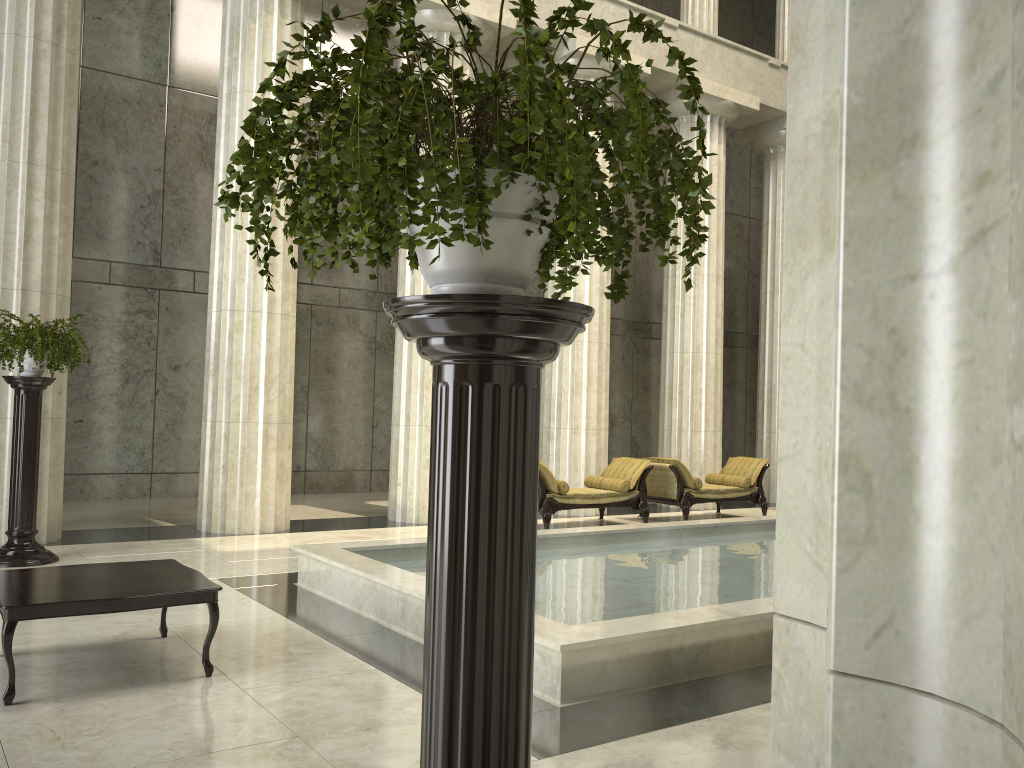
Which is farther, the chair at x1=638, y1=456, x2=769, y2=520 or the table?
the chair at x1=638, y1=456, x2=769, y2=520

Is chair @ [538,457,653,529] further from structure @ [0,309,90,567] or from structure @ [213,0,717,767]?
structure @ [213,0,717,767]

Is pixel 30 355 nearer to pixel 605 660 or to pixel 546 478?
pixel 546 478

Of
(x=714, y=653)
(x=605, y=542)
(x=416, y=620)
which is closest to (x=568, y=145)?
(x=714, y=653)

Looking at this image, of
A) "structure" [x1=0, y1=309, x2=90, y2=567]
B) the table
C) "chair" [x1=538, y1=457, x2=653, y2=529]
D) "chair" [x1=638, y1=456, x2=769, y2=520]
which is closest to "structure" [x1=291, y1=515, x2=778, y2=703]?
the table

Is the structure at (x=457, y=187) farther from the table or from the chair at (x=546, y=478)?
the chair at (x=546, y=478)

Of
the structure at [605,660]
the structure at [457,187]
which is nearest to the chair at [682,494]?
the structure at [605,660]

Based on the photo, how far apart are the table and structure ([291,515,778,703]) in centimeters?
134cm

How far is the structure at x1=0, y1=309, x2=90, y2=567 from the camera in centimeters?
805cm

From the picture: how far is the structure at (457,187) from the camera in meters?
1.5 m
